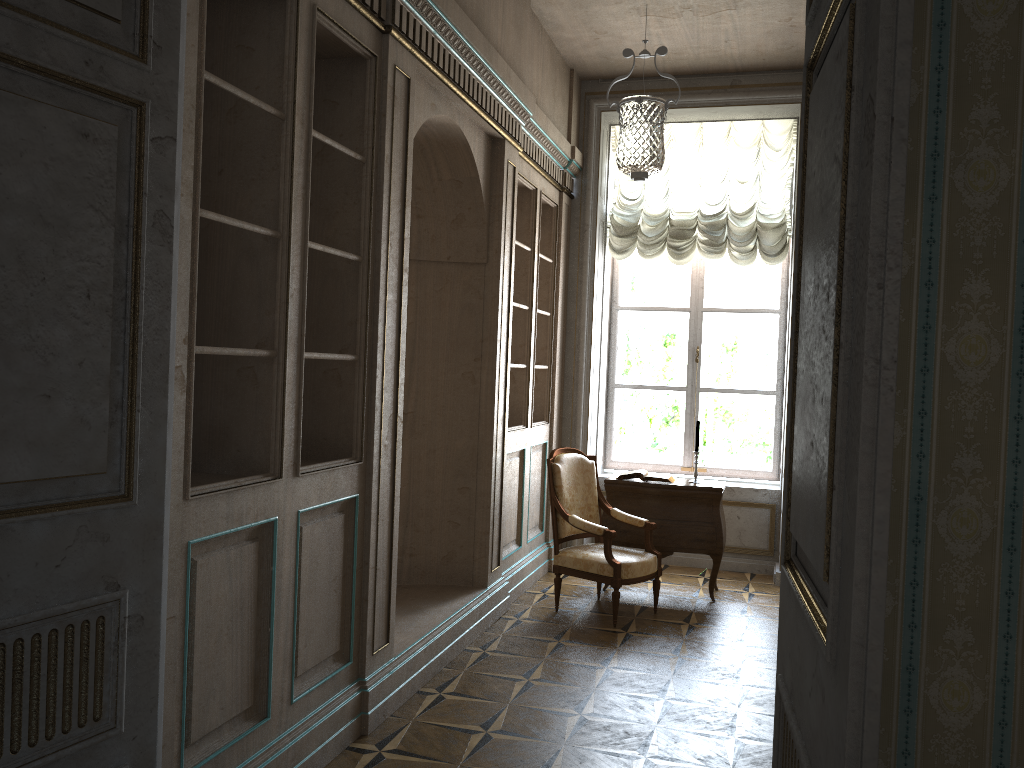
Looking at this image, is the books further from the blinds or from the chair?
the blinds

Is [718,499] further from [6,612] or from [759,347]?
[6,612]

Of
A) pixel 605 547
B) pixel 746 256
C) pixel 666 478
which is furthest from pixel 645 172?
pixel 746 256

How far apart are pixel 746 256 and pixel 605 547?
2.8 meters

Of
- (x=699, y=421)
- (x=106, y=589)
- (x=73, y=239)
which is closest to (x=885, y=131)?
(x=73, y=239)

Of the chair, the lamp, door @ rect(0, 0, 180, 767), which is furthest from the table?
door @ rect(0, 0, 180, 767)

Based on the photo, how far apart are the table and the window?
1.21m

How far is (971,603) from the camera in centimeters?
161cm

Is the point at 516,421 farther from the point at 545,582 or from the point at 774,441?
the point at 774,441

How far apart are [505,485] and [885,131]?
4.9m
